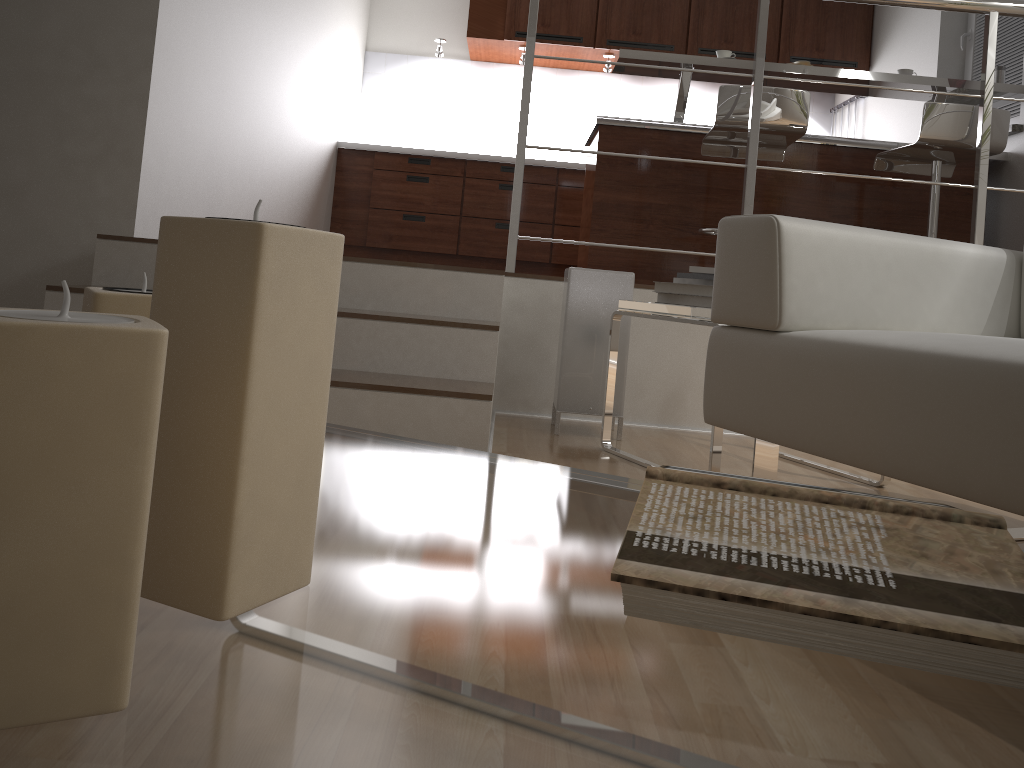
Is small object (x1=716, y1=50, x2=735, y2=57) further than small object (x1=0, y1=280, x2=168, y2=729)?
Yes

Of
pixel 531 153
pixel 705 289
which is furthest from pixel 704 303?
pixel 531 153

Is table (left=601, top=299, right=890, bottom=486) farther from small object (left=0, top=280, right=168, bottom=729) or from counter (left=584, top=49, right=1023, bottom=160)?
counter (left=584, top=49, right=1023, bottom=160)

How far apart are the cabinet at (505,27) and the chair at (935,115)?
2.1m

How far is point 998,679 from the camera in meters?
0.4

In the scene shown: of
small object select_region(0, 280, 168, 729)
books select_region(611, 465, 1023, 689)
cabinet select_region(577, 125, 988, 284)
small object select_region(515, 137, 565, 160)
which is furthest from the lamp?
small object select_region(515, 137, 565, 160)

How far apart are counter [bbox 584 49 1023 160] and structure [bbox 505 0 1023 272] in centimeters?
106cm

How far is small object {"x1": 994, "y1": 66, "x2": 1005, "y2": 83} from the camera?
3.96m

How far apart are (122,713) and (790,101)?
3.5 meters

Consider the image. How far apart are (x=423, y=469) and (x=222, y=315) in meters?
0.4
